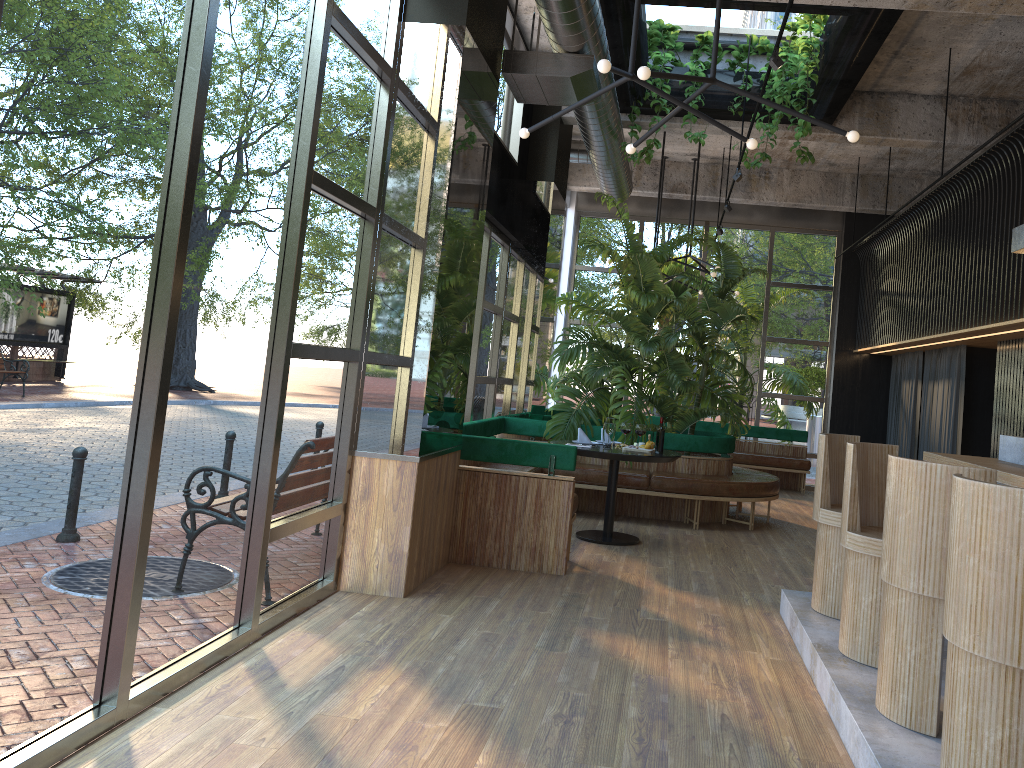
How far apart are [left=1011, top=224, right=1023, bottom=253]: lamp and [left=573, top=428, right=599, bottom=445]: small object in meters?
3.7 m

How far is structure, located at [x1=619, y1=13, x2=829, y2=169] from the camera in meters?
7.3 m

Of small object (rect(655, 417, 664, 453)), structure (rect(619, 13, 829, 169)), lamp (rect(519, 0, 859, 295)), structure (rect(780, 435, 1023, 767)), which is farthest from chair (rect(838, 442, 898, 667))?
structure (rect(619, 13, 829, 169))

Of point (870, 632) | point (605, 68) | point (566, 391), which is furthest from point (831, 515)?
point (566, 391)

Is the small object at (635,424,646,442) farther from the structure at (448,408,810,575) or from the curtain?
the curtain

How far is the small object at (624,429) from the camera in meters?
7.8 m

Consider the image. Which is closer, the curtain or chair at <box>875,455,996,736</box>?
chair at <box>875,455,996,736</box>

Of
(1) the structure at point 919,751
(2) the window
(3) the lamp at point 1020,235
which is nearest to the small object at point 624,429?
(2) the window

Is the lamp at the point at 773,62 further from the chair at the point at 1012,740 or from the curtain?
the chair at the point at 1012,740

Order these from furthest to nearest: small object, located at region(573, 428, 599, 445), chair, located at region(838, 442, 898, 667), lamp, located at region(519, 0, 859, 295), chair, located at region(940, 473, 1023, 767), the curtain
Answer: the curtain
small object, located at region(573, 428, 599, 445)
chair, located at region(838, 442, 898, 667)
lamp, located at region(519, 0, 859, 295)
chair, located at region(940, 473, 1023, 767)
